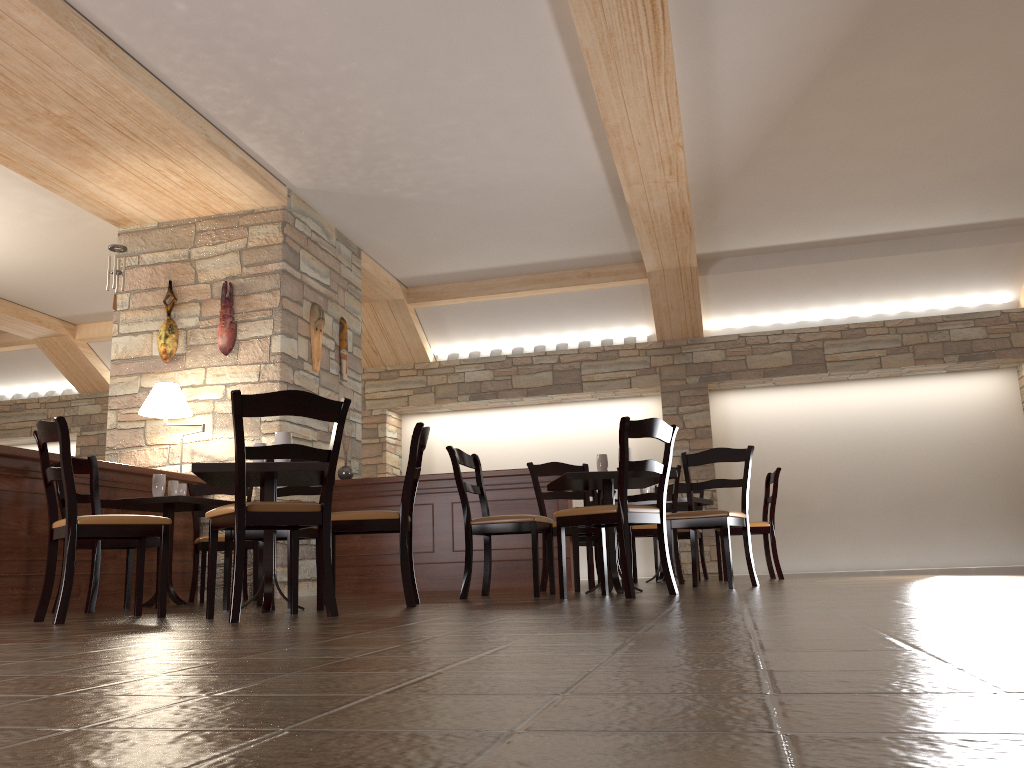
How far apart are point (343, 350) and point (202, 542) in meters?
2.4 m

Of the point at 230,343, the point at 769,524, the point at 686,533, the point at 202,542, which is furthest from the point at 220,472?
the point at 686,533

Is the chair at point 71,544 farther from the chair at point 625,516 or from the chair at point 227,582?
the chair at point 625,516

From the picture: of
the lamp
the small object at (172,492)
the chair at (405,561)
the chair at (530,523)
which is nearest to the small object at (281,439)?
the chair at (405,561)

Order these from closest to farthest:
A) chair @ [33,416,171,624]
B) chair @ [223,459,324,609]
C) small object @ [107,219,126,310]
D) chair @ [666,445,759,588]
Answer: chair @ [33,416,171,624] → chair @ [223,459,324,609] → chair @ [666,445,759,588] → small object @ [107,219,126,310]

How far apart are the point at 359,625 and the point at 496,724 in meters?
1.9

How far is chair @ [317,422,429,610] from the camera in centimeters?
406cm

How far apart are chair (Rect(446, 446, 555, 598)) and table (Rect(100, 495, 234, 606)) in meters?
1.7 m

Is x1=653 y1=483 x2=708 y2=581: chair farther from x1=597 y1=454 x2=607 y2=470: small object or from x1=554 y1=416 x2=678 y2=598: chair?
x1=554 y1=416 x2=678 y2=598: chair

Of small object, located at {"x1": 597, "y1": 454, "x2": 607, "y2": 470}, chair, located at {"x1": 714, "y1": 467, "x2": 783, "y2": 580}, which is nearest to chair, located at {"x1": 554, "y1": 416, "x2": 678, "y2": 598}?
small object, located at {"x1": 597, "y1": 454, "x2": 607, "y2": 470}
